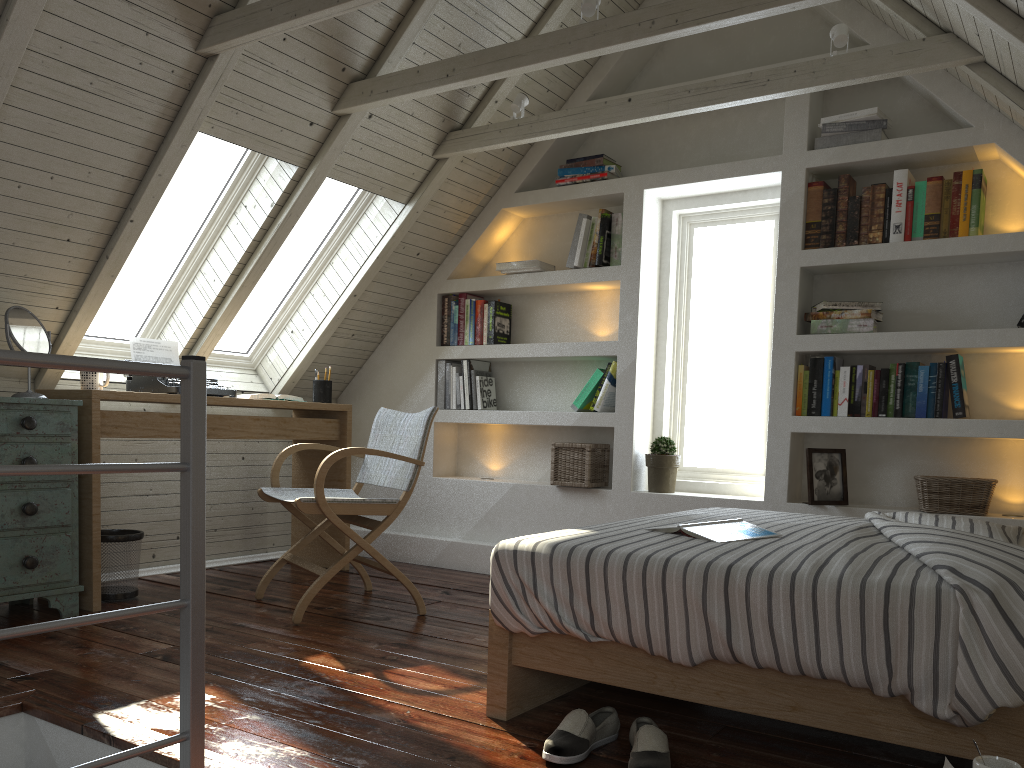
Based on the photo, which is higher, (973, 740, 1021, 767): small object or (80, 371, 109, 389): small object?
(80, 371, 109, 389): small object

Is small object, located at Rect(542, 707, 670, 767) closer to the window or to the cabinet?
the cabinet

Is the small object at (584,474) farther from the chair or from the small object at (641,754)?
the small object at (641,754)

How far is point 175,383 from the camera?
3.5m

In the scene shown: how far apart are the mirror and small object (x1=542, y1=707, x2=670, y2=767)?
2.23m

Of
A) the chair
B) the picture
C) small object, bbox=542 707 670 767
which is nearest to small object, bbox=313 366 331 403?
the chair

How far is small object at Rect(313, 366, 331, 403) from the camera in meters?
4.2 m

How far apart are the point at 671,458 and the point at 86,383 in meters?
2.4

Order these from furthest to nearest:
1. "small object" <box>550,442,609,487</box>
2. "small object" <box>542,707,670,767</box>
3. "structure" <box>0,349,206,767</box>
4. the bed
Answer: "small object" <box>550,442,609,487</box>, "small object" <box>542,707,670,767</box>, the bed, "structure" <box>0,349,206,767</box>

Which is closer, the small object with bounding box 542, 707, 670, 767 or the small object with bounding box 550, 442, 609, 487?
the small object with bounding box 542, 707, 670, 767
